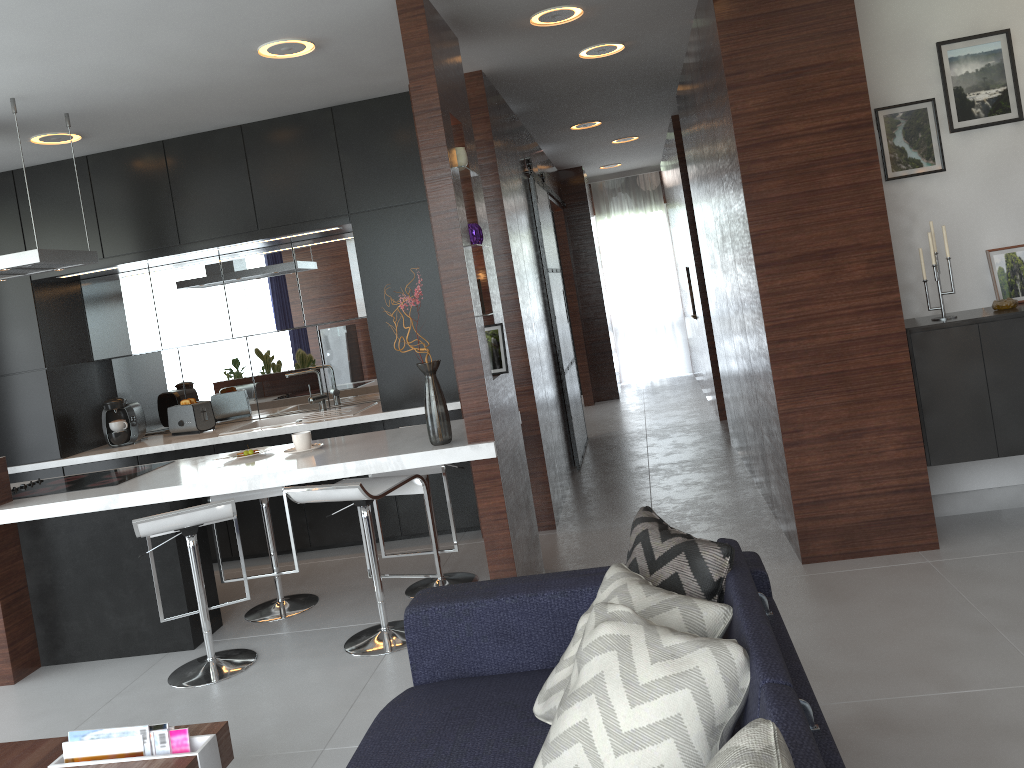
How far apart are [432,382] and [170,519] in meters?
2.9

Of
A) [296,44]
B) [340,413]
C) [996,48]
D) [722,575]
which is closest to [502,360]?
[296,44]

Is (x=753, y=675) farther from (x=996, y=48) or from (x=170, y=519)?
(x=996, y=48)

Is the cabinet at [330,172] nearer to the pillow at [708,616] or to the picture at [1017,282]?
the picture at [1017,282]

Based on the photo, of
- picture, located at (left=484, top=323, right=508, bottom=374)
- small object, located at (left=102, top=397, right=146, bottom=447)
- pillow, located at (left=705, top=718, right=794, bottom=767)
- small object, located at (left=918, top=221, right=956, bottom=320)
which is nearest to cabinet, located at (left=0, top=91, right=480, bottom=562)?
small object, located at (left=102, top=397, right=146, bottom=447)

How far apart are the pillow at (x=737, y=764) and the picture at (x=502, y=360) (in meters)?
2.72

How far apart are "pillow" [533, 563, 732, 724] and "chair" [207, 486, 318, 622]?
2.3m

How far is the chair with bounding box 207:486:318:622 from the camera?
4.1 meters

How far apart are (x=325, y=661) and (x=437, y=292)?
2.20m

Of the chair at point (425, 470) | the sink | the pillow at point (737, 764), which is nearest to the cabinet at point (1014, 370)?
the chair at point (425, 470)
